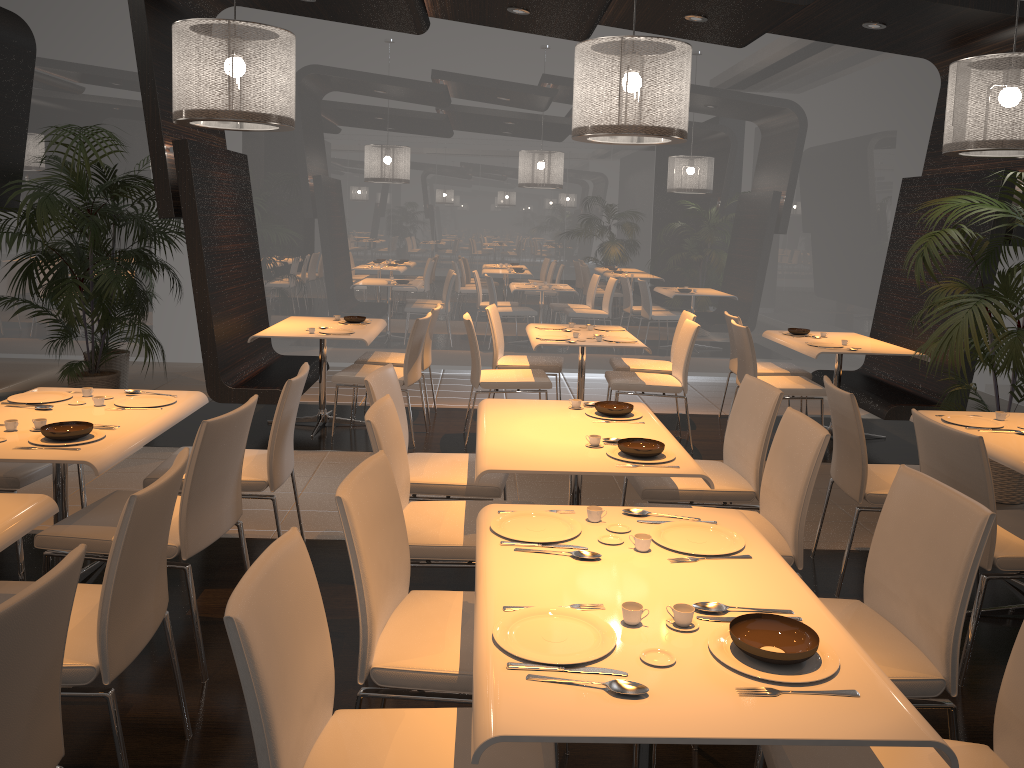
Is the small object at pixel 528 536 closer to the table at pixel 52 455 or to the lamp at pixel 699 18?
the table at pixel 52 455

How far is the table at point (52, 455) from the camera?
2.9m

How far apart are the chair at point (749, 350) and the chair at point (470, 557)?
3.21m

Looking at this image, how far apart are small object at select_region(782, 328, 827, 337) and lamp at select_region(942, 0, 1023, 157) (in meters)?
1.91

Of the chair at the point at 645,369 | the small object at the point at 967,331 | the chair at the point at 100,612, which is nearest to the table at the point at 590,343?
the chair at the point at 645,369

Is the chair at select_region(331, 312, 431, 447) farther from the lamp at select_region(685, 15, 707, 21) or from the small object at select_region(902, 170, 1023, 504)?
the small object at select_region(902, 170, 1023, 504)

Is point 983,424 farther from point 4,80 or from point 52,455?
point 4,80

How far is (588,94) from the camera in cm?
452

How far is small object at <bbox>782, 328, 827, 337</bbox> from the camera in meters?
6.7

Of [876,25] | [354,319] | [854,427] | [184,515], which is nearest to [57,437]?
[184,515]
